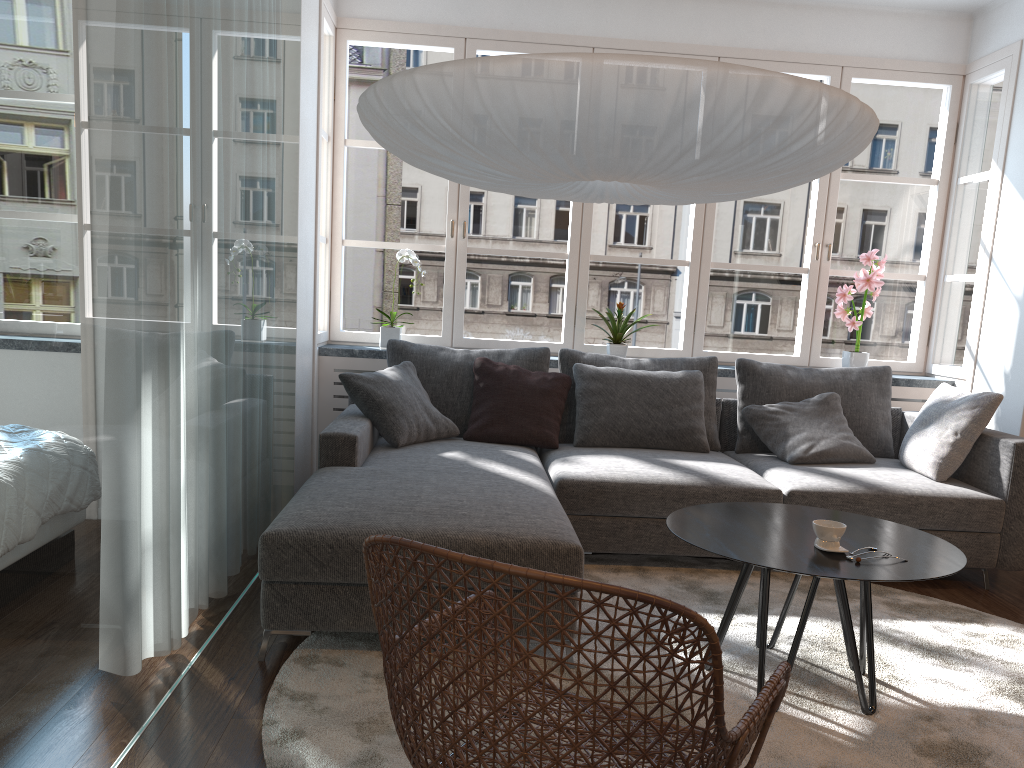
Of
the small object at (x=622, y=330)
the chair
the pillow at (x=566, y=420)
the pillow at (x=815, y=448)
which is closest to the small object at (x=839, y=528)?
the chair

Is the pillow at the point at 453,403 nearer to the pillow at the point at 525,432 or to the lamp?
the pillow at the point at 525,432

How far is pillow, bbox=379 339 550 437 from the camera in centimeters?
431cm

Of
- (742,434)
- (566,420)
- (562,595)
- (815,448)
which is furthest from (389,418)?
(562,595)

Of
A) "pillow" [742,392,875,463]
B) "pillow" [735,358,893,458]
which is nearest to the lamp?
"pillow" [742,392,875,463]

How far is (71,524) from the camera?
1.7 meters

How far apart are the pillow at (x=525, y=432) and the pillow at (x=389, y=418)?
0.0m

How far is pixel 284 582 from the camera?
2.60m

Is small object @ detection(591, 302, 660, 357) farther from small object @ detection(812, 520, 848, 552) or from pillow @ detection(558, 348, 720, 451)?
small object @ detection(812, 520, 848, 552)

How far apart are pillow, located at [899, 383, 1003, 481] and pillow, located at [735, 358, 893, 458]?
0.27m
